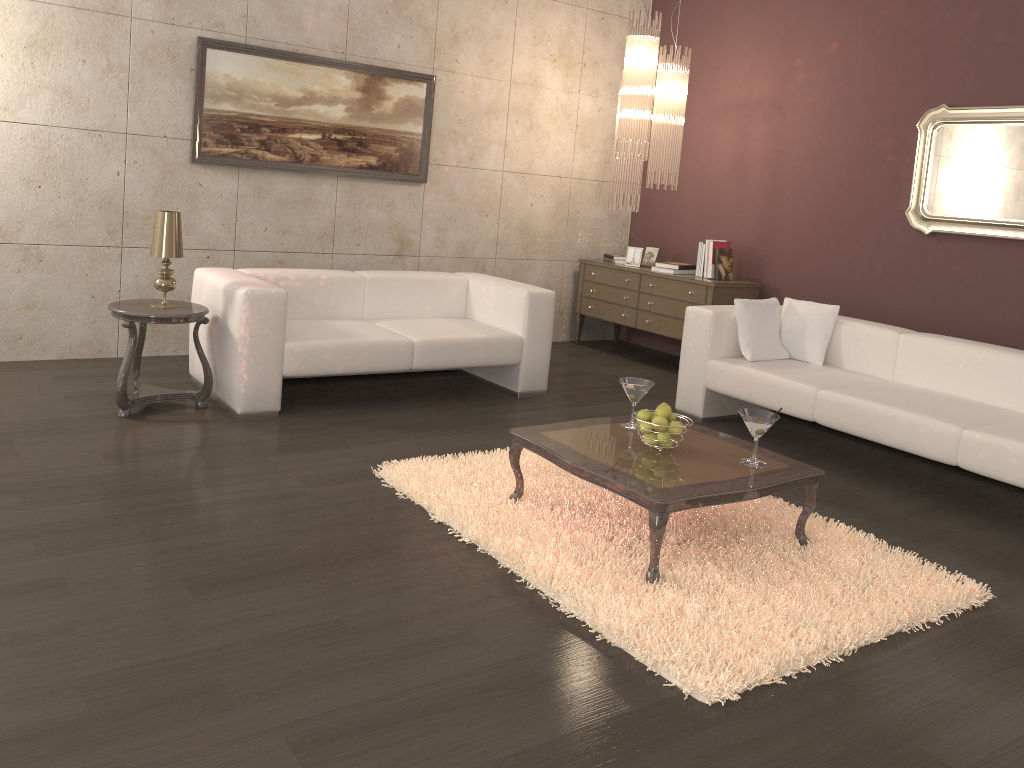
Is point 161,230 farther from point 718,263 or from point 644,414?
point 718,263

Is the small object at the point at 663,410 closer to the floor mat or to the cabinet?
the floor mat

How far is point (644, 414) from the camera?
3.4 meters

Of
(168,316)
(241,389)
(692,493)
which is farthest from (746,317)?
(168,316)

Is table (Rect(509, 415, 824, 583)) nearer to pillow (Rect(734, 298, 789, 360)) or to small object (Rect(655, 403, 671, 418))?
small object (Rect(655, 403, 671, 418))

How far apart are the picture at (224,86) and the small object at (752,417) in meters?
3.7

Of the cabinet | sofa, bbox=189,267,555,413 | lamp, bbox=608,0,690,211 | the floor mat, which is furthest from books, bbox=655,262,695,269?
the floor mat

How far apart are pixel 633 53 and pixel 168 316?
3.5m

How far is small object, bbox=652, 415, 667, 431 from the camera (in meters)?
3.33

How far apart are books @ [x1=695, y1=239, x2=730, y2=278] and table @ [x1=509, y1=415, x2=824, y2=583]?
2.9 meters
